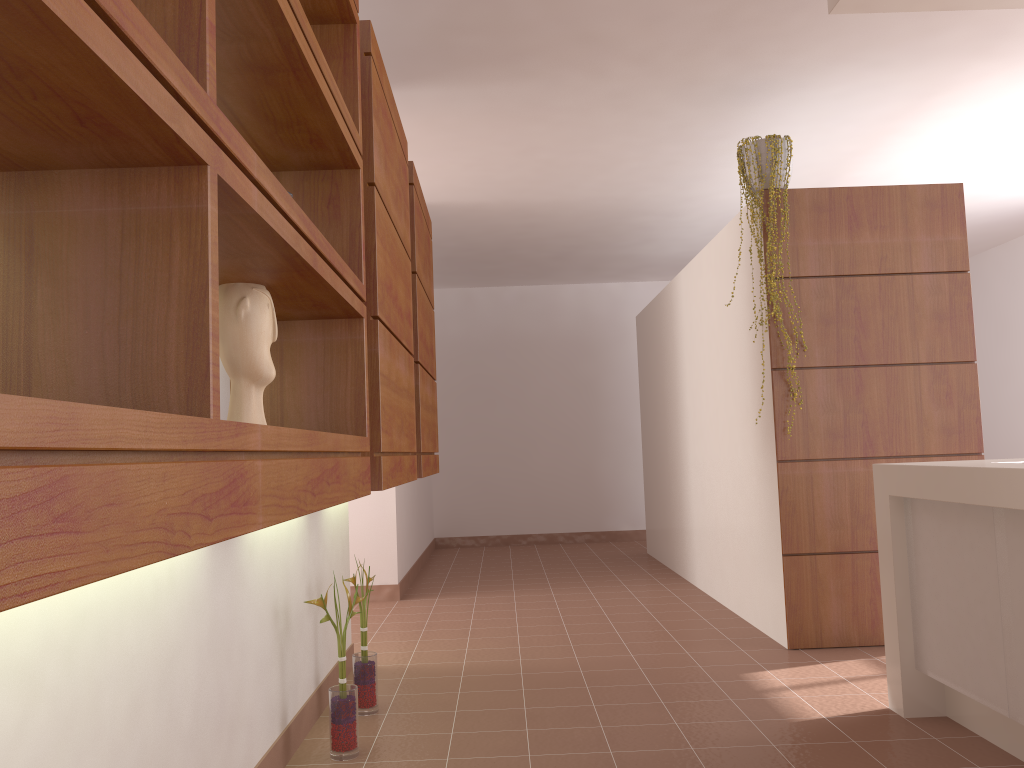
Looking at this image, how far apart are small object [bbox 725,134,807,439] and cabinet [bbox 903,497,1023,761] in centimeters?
125cm

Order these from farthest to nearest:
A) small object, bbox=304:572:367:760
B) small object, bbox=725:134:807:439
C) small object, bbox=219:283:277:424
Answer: small object, bbox=725:134:807:439 < small object, bbox=304:572:367:760 < small object, bbox=219:283:277:424

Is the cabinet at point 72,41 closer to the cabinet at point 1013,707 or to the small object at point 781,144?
the small object at point 781,144

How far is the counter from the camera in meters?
2.2

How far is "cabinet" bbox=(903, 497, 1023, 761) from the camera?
2.3 meters

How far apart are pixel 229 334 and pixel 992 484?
1.9 meters

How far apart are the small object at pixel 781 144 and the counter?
1.1 meters

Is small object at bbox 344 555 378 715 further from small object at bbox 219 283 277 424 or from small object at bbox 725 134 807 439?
small object at bbox 725 134 807 439

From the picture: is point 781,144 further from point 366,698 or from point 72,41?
point 72,41

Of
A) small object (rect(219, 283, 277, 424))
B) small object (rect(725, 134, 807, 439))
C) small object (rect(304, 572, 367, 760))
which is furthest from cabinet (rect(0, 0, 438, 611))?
small object (rect(725, 134, 807, 439))
